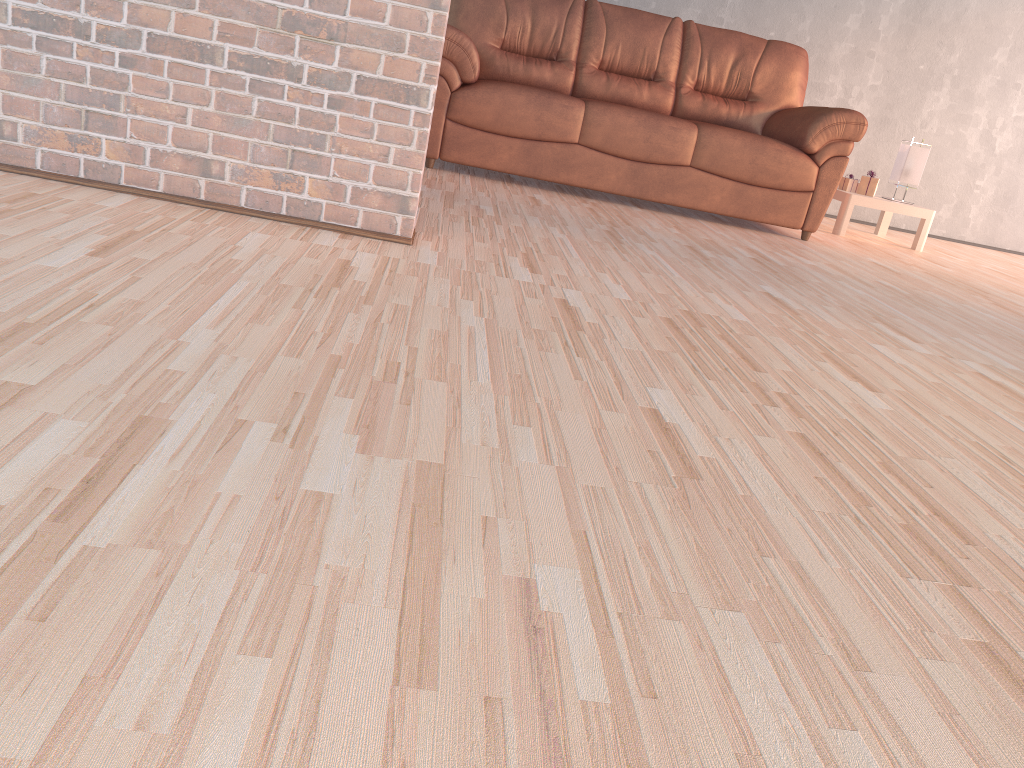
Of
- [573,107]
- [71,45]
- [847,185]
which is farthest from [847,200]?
[71,45]

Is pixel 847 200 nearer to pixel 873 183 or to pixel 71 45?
pixel 873 183

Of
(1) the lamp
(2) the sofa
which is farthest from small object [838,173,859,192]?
(2) the sofa

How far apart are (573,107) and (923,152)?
2.3m

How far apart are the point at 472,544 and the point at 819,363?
1.36m

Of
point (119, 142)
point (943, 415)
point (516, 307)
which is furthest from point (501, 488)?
point (119, 142)

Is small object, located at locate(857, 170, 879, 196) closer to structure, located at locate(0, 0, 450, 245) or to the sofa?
the sofa

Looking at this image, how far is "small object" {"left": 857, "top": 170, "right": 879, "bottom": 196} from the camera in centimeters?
515cm

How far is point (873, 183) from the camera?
5.2 meters

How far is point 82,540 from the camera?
0.8m
